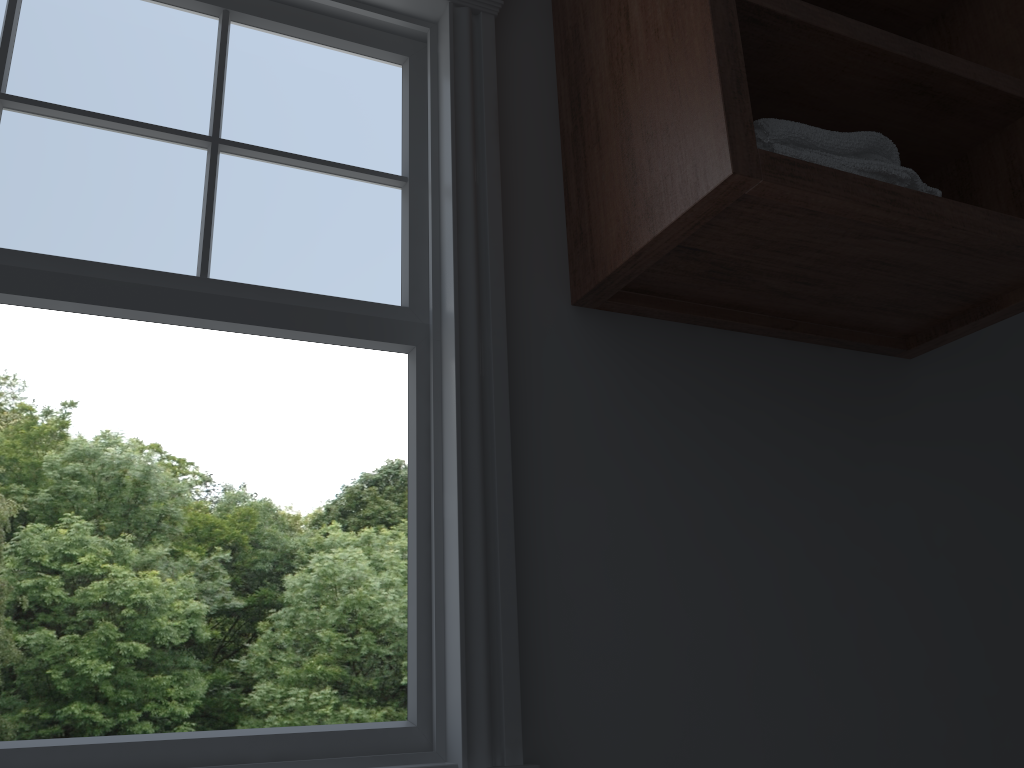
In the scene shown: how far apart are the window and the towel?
0.3 meters

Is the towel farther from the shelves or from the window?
the window

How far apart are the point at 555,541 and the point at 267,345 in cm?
1393

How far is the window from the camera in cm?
103

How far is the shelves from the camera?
1.00m

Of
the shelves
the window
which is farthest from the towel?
the window

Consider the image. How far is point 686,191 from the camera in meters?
1.0

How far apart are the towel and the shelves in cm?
2

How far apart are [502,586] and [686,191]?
0.5 meters
